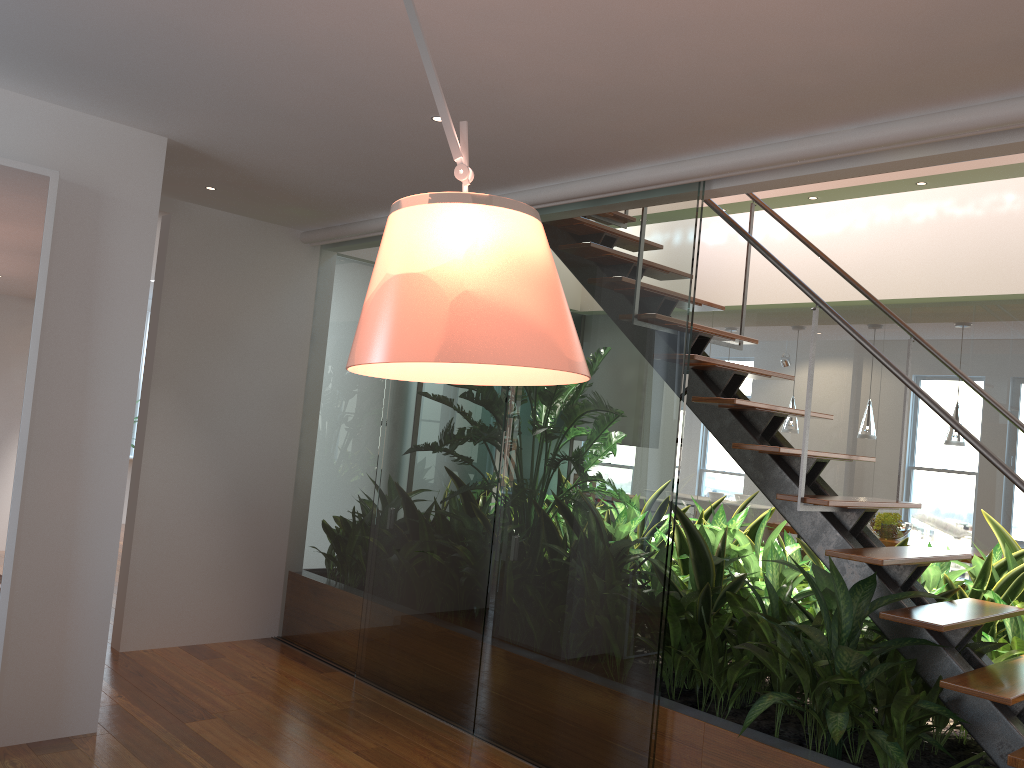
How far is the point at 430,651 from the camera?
4.05m

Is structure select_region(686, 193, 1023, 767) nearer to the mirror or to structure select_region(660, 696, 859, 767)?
structure select_region(660, 696, 859, 767)

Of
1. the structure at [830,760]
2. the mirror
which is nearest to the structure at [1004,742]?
the structure at [830,760]

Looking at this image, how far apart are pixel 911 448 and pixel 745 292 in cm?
160

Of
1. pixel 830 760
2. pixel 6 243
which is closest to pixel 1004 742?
pixel 830 760

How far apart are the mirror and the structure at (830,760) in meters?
2.4

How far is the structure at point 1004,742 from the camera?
2.8 meters

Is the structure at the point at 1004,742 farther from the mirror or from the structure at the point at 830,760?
the mirror

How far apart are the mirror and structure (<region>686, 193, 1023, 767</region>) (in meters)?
2.44

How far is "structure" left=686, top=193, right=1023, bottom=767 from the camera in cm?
277
